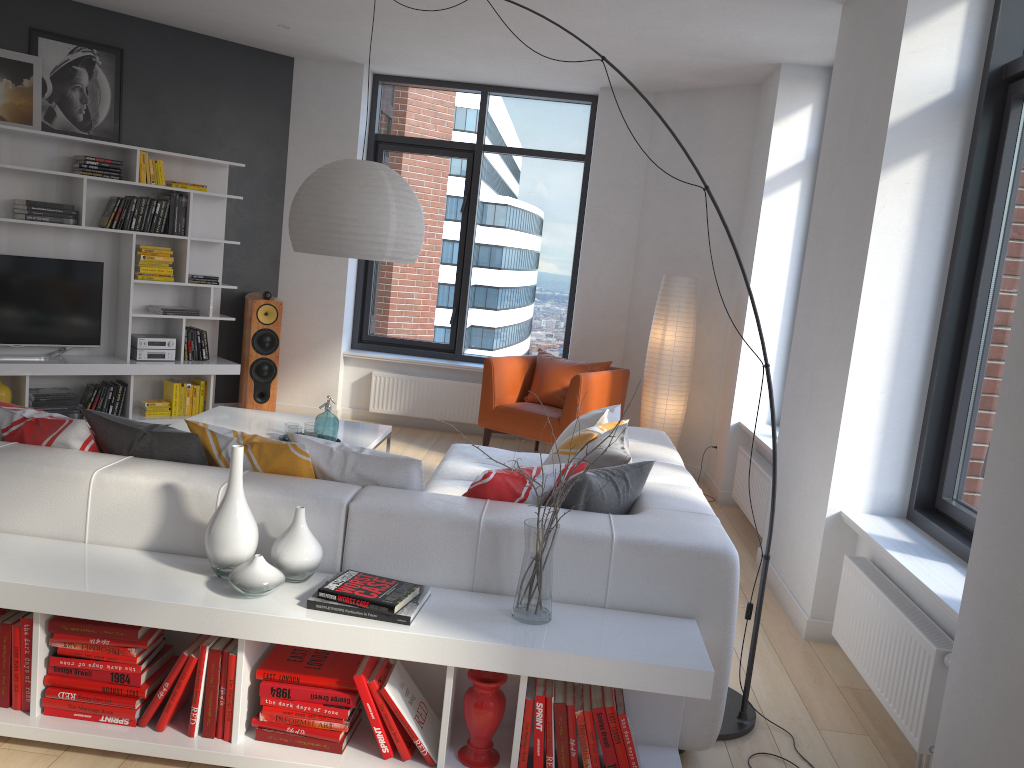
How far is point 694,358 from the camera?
6.9m

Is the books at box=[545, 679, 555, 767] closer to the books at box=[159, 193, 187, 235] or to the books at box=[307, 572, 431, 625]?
the books at box=[307, 572, 431, 625]

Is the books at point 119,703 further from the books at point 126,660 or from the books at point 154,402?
the books at point 154,402

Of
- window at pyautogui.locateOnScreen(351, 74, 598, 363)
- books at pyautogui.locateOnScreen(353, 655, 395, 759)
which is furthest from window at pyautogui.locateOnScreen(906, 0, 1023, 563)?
window at pyautogui.locateOnScreen(351, 74, 598, 363)

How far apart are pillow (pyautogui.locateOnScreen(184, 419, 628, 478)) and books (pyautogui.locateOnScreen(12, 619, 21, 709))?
0.8 meters

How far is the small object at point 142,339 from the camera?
6.61m

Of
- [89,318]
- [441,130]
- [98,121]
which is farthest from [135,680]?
[441,130]

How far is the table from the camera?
4.96m

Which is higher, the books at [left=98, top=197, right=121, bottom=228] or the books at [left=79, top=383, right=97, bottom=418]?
the books at [left=98, top=197, right=121, bottom=228]

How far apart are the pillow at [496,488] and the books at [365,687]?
0.6m
